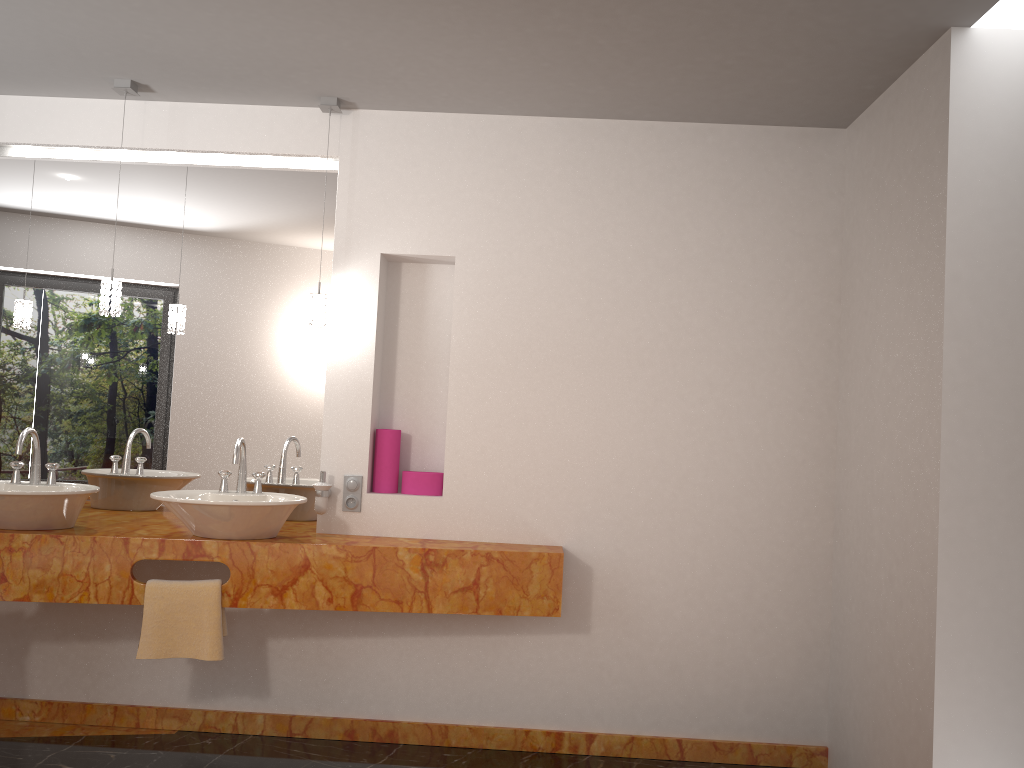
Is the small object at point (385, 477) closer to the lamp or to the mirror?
the mirror

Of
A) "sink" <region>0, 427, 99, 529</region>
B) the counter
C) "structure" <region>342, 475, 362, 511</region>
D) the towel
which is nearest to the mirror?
the counter

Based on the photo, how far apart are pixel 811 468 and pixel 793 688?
0.9m

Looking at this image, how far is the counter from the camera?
3.10m

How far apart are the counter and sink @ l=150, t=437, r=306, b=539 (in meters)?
0.02

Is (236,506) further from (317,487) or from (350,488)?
(350,488)

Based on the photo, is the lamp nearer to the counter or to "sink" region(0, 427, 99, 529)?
"sink" region(0, 427, 99, 529)

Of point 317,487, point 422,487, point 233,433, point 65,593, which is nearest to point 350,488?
point 317,487

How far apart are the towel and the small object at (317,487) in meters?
0.5

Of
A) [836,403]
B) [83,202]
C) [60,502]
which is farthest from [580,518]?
[83,202]
